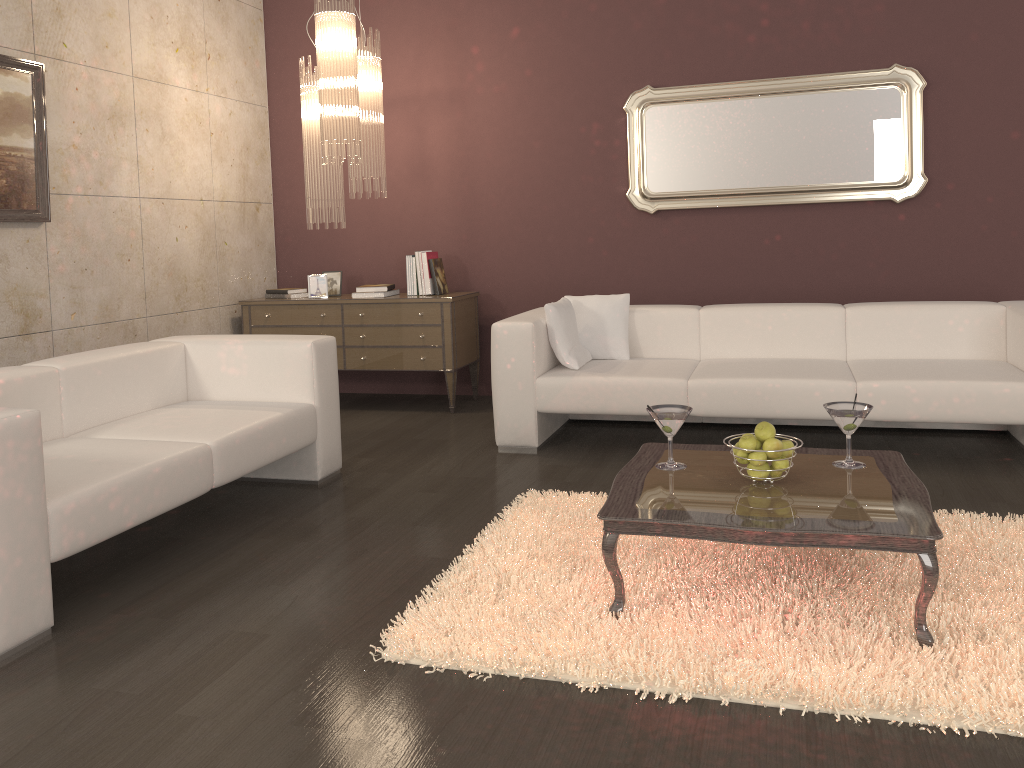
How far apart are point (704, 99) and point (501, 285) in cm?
174

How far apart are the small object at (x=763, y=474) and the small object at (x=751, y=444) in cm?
8

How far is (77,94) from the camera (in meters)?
4.58

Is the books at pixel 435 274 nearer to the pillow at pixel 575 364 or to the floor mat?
the pillow at pixel 575 364

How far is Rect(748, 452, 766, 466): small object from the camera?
2.63m

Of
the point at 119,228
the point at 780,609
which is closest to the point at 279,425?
the point at 119,228

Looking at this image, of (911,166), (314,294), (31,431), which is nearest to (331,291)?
(314,294)

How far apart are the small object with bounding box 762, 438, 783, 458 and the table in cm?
10

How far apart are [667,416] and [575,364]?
1.71m

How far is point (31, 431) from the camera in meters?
2.5
